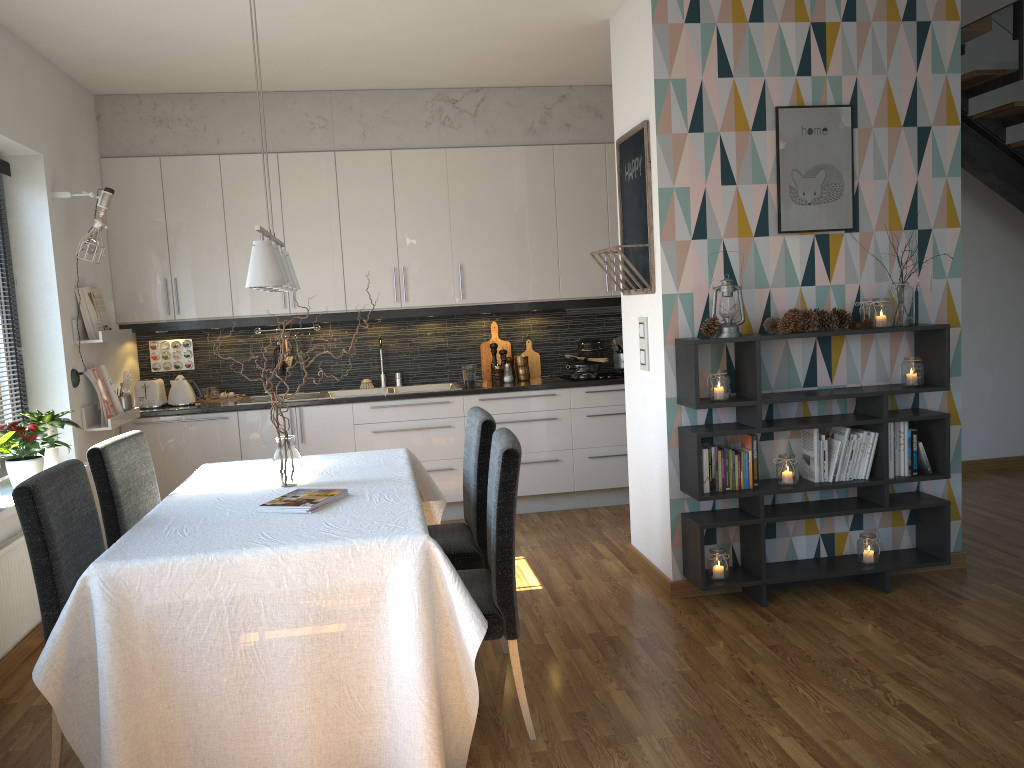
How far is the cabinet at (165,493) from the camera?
5.5m

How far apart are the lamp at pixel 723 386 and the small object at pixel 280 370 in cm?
327

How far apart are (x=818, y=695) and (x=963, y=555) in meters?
1.7

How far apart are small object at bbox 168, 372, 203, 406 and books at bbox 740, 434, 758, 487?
3.5m

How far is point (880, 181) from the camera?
4.1m

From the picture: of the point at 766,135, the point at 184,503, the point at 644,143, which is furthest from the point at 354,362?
the point at 766,135

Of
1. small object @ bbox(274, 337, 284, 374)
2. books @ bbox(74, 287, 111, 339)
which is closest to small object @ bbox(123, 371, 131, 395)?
books @ bbox(74, 287, 111, 339)

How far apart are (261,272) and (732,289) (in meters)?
2.01

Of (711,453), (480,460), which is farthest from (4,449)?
(711,453)

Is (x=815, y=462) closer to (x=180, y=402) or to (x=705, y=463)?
(x=705, y=463)
